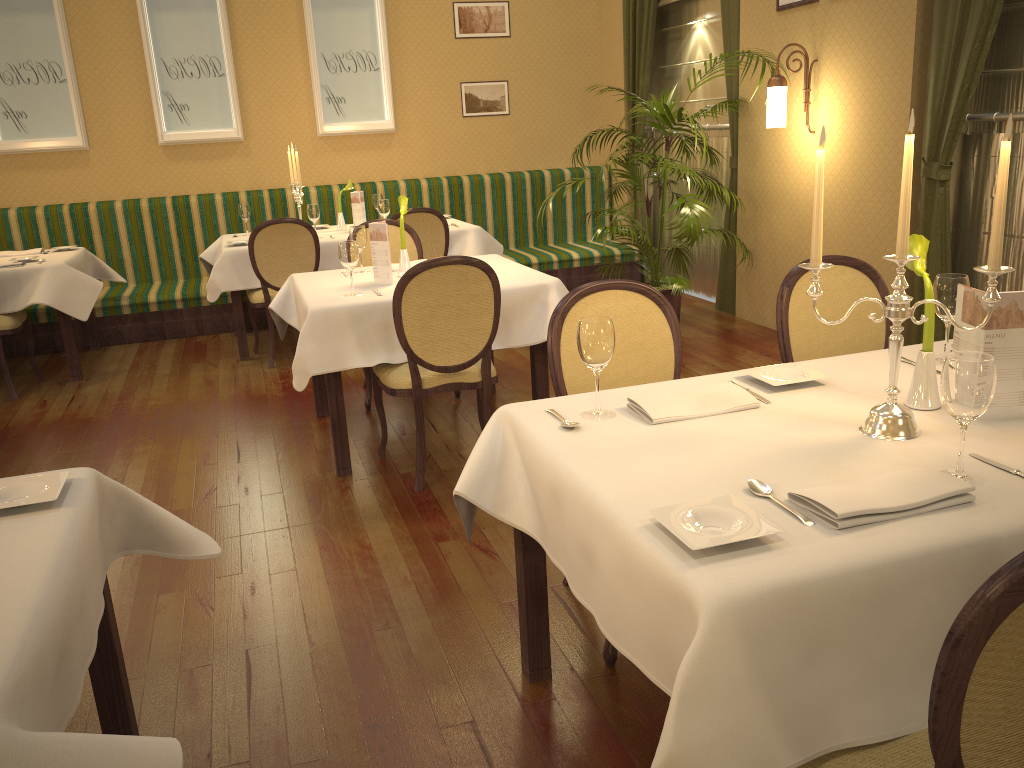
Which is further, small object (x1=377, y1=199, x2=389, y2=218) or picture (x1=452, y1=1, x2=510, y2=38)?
picture (x1=452, y1=1, x2=510, y2=38)

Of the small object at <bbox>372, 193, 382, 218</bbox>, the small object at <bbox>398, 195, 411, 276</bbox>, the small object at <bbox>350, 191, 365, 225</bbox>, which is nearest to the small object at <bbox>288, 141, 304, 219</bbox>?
the small object at <bbox>350, 191, 365, 225</bbox>

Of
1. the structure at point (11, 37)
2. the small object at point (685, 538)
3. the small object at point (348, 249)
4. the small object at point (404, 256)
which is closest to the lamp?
the small object at point (404, 256)

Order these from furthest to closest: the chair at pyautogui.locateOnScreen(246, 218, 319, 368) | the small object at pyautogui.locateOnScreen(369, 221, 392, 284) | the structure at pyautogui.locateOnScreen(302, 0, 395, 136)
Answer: the structure at pyautogui.locateOnScreen(302, 0, 395, 136) < the chair at pyautogui.locateOnScreen(246, 218, 319, 368) < the small object at pyautogui.locateOnScreen(369, 221, 392, 284)

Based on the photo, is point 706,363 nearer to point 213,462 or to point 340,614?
point 213,462

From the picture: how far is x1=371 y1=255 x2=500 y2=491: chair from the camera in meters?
3.4 m

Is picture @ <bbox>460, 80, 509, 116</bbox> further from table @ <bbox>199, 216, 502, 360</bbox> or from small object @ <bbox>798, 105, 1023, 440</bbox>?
small object @ <bbox>798, 105, 1023, 440</bbox>

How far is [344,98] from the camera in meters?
7.6

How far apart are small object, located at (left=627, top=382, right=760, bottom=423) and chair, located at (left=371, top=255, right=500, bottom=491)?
1.5m

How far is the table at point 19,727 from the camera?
1.1 meters
